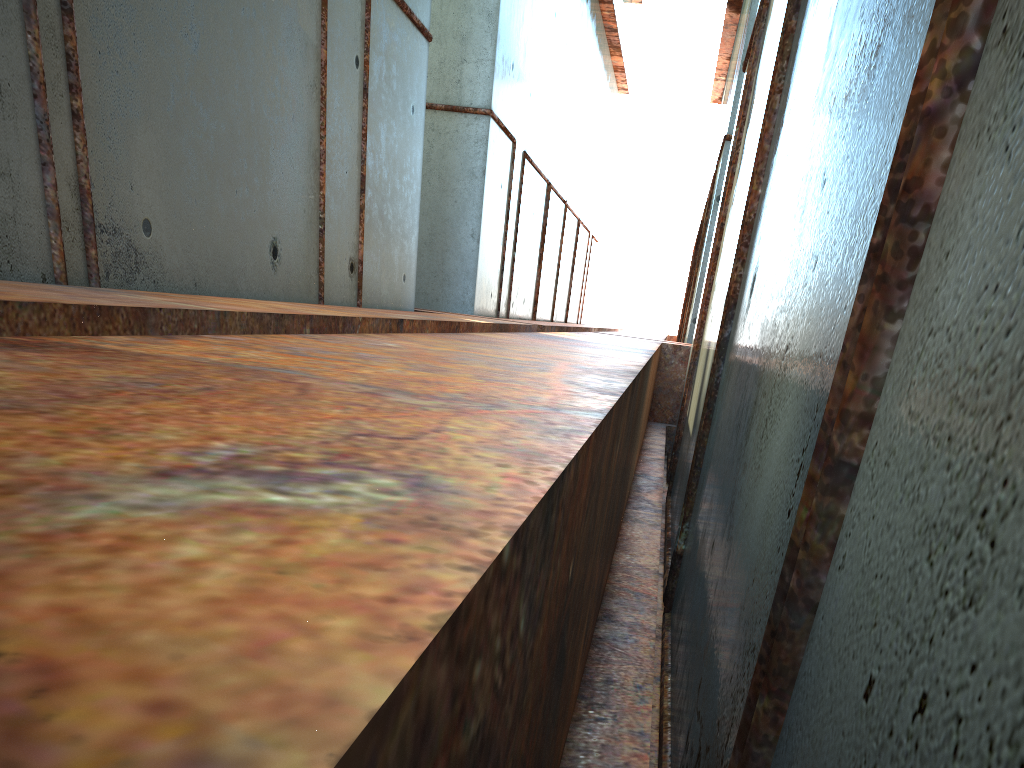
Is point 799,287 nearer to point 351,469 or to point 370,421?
point 370,421
